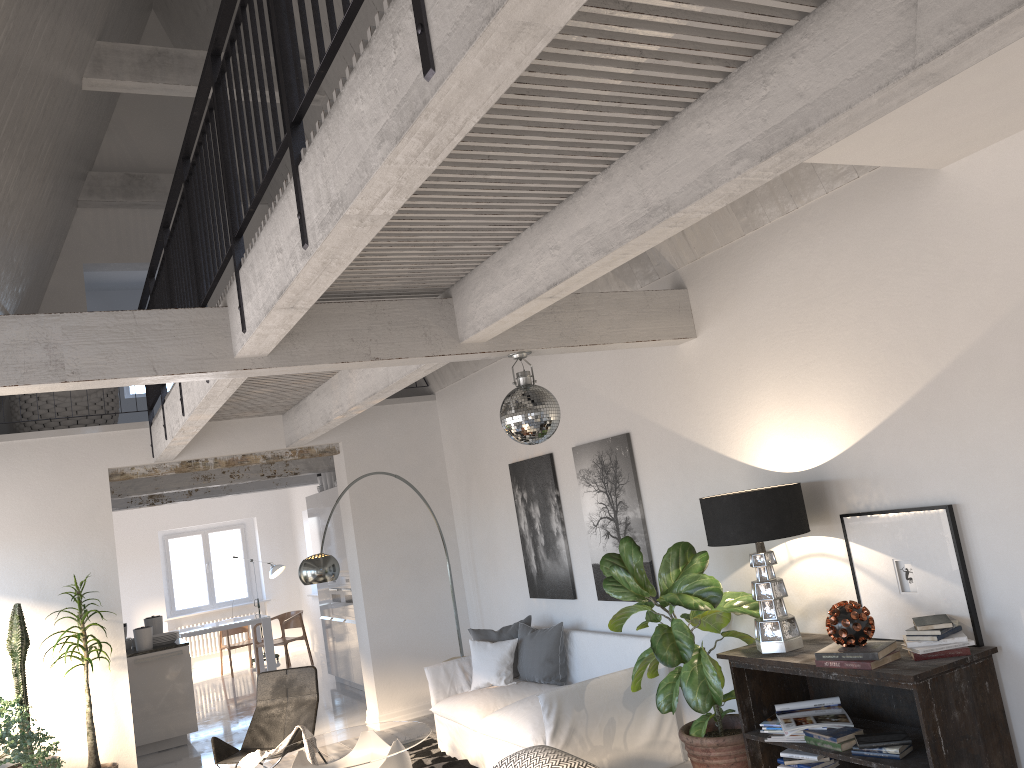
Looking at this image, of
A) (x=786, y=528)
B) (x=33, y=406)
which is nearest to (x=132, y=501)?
(x=33, y=406)

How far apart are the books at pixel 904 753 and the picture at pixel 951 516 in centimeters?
53cm

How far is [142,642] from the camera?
8.9 meters

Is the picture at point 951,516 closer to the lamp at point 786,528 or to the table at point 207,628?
the lamp at point 786,528

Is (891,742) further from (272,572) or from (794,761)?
(272,572)

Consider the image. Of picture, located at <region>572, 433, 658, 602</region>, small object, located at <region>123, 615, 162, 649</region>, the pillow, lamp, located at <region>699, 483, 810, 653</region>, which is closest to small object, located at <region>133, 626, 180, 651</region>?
small object, located at <region>123, 615, 162, 649</region>

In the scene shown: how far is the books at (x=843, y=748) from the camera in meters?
4.0 m

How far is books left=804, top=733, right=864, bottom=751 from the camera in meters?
4.0

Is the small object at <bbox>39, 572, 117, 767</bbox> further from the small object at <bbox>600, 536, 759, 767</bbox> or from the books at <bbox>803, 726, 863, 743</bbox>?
the books at <bbox>803, 726, 863, 743</bbox>

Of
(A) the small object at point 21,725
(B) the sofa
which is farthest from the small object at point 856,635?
(A) the small object at point 21,725
